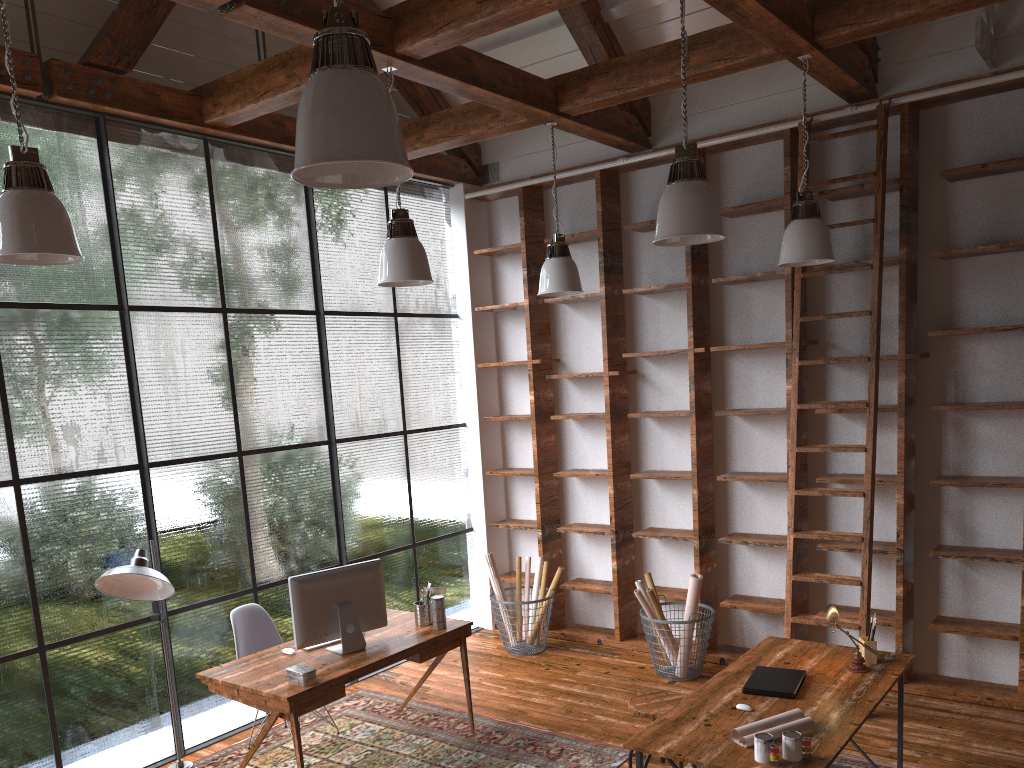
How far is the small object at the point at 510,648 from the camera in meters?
6.4

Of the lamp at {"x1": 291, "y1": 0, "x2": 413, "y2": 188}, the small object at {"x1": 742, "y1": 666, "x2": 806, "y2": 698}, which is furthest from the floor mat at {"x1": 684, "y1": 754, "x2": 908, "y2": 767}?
the lamp at {"x1": 291, "y1": 0, "x2": 413, "y2": 188}

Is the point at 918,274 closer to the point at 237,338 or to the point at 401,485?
the point at 401,485

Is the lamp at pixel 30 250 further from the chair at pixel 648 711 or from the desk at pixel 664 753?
the chair at pixel 648 711

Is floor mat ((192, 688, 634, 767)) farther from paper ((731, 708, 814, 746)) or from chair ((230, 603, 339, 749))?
paper ((731, 708, 814, 746))

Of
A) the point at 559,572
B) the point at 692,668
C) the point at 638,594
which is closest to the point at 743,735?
the point at 638,594

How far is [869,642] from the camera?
4.0 meters

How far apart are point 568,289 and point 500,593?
2.4m

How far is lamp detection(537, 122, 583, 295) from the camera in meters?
5.5

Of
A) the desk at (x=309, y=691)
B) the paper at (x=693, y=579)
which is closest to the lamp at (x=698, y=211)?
the desk at (x=309, y=691)
